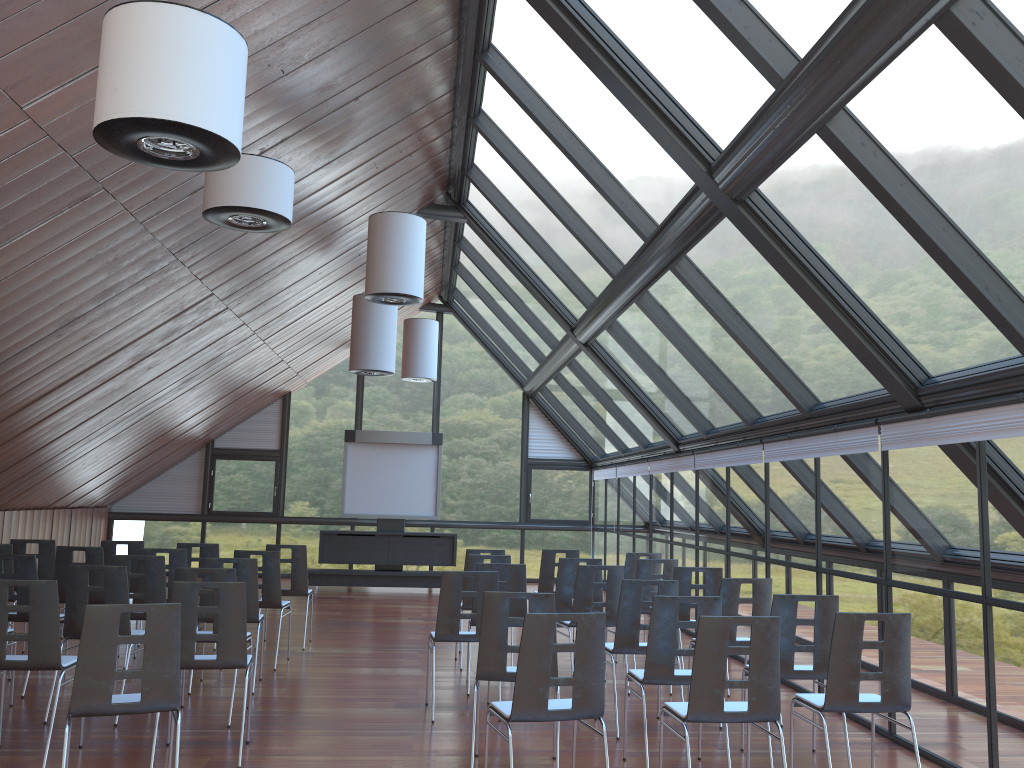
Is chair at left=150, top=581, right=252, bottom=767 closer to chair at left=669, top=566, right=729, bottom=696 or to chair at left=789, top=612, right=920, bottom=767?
chair at left=789, top=612, right=920, bottom=767

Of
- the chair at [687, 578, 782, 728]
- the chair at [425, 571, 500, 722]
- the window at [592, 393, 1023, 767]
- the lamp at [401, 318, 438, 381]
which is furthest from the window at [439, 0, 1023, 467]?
the chair at [425, 571, 500, 722]

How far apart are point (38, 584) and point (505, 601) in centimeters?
301cm

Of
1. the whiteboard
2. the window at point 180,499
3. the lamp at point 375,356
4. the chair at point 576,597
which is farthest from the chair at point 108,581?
the window at point 180,499

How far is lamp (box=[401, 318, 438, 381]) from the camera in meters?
16.5

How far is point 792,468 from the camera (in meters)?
9.04

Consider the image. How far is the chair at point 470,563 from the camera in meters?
9.5 m

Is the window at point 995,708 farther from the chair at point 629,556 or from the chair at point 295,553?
the chair at point 295,553

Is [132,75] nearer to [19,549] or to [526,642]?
[526,642]

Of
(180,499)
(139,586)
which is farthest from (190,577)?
(180,499)
